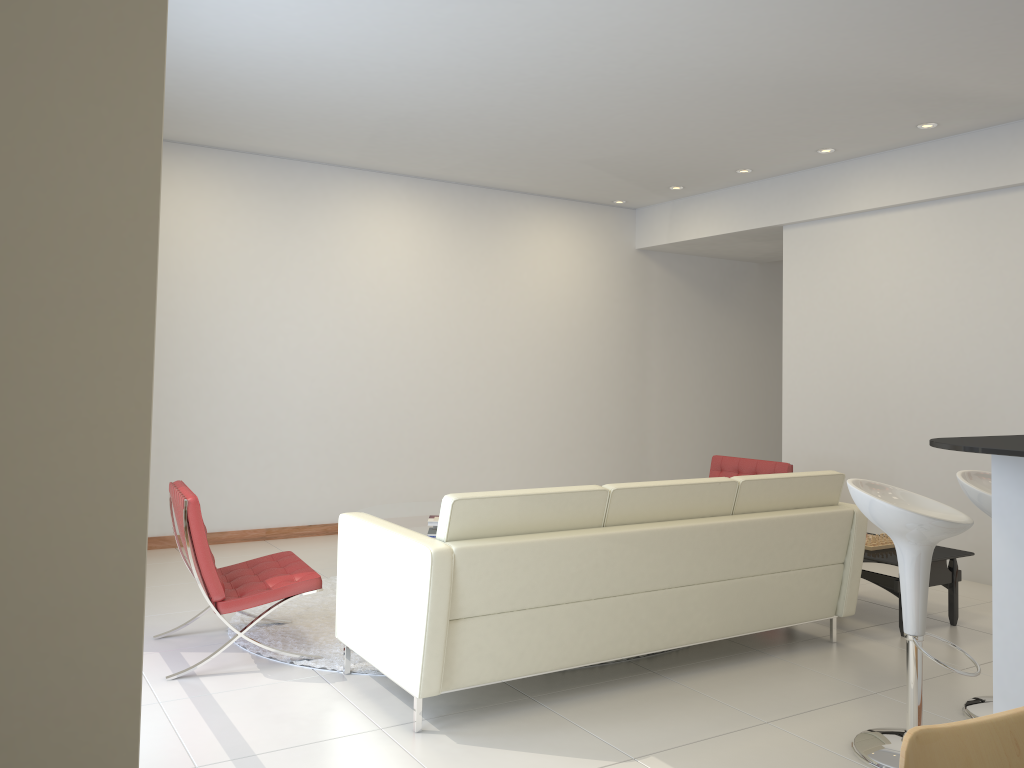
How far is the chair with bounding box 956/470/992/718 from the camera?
3.69m

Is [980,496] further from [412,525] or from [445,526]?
[412,525]

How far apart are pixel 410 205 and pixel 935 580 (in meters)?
5.21

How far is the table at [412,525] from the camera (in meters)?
5.84

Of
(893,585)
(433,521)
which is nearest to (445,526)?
(433,521)

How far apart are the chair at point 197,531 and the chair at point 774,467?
3.4 meters

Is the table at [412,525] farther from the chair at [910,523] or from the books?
the chair at [910,523]

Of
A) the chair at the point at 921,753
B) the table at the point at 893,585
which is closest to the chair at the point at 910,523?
the table at the point at 893,585

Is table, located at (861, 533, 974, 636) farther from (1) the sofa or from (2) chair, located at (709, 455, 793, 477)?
(2) chair, located at (709, 455, 793, 477)

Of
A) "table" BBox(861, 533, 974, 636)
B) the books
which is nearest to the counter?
"table" BBox(861, 533, 974, 636)
